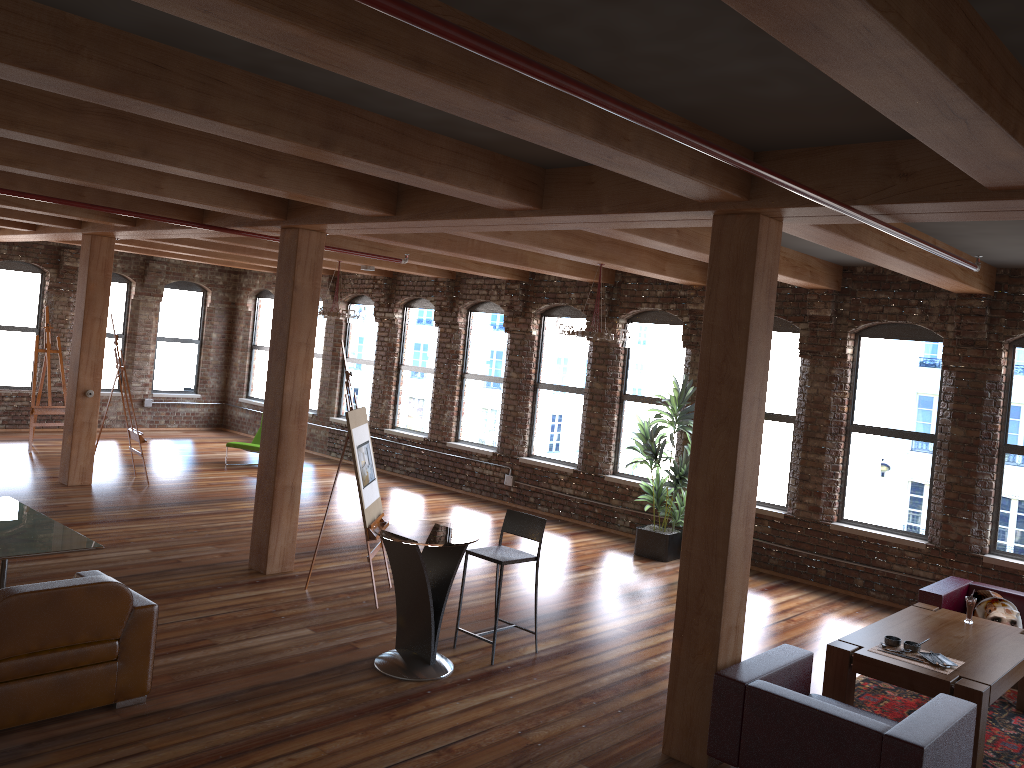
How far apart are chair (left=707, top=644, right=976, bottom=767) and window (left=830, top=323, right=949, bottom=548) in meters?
4.1 m

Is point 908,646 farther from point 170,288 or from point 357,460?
point 170,288

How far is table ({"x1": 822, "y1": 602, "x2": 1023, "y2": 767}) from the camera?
5.2m

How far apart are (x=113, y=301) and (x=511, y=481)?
8.54m

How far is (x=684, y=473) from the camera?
9.8m

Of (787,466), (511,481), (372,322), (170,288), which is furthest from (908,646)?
(170,288)

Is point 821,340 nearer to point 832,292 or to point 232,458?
point 832,292

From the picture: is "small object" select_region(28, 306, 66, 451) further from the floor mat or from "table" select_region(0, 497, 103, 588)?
the floor mat

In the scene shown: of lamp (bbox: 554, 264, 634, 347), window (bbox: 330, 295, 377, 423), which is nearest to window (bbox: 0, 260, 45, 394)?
window (bbox: 330, 295, 377, 423)

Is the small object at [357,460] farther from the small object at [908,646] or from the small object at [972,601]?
the small object at [972,601]
